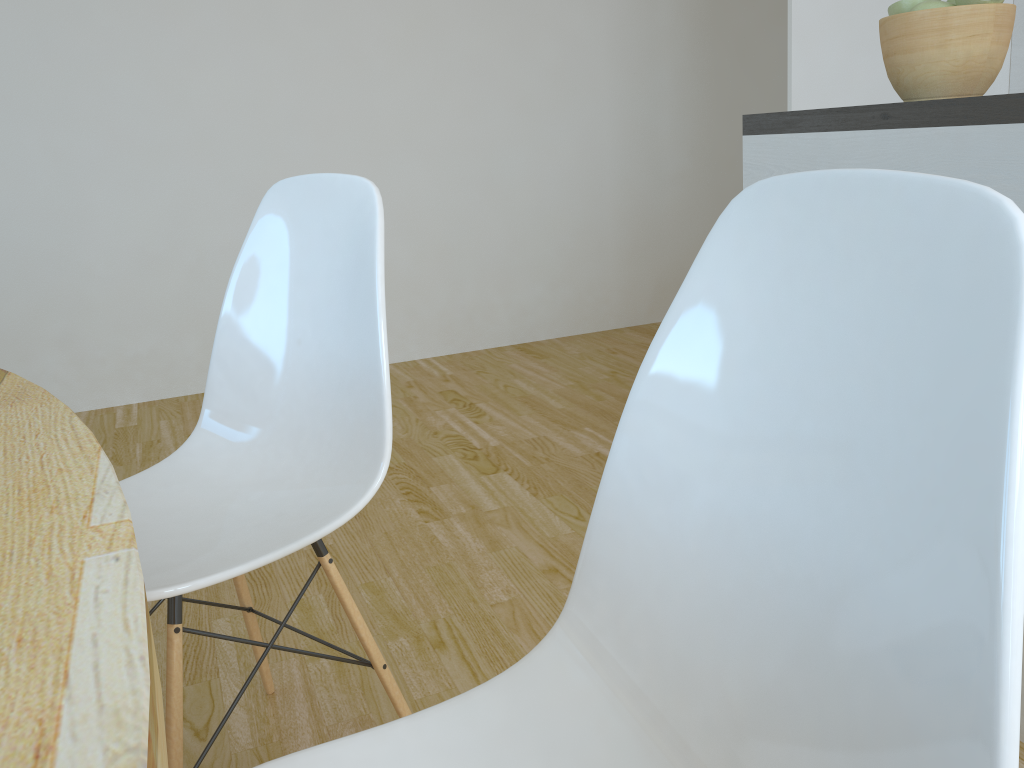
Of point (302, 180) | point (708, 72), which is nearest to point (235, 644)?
point (302, 180)

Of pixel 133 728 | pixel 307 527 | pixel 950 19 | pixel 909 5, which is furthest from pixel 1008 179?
pixel 133 728

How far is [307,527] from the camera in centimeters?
113cm

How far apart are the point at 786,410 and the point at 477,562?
1.5 meters

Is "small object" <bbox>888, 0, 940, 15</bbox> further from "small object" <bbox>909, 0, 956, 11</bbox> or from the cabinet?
the cabinet

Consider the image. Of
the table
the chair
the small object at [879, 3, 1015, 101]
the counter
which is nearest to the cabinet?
the counter

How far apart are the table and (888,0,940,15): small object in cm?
141

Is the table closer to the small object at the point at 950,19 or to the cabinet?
the cabinet

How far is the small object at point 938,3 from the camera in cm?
140

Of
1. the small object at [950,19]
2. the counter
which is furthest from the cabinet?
the small object at [950,19]
